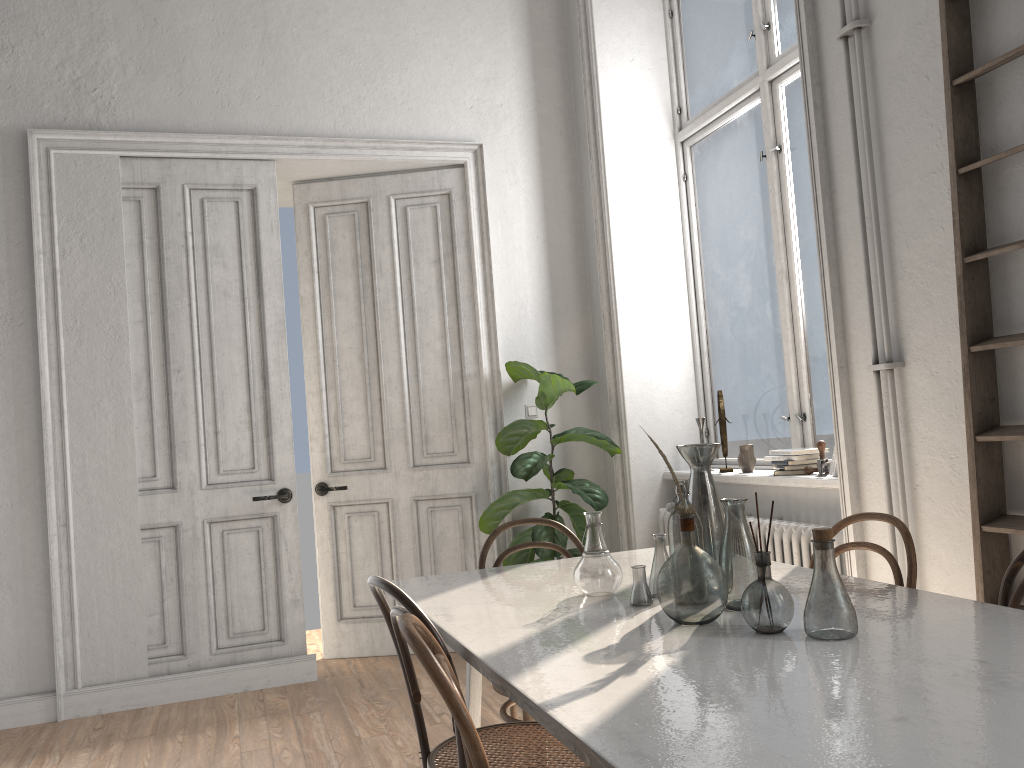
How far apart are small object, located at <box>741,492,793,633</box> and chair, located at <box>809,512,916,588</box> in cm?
74

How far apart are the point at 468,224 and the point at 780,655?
3.89m

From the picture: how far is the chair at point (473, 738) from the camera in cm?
138

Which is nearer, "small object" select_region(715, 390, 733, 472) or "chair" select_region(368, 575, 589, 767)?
"chair" select_region(368, 575, 589, 767)

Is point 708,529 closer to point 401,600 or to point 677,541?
Result: point 677,541

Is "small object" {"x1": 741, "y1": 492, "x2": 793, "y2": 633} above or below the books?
below

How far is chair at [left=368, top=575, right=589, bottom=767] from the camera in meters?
2.0

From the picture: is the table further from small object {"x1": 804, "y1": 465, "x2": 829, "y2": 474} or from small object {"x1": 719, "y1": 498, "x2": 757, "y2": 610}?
small object {"x1": 804, "y1": 465, "x2": 829, "y2": 474}

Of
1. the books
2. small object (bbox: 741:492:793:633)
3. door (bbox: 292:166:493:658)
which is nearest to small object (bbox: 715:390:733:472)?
the books

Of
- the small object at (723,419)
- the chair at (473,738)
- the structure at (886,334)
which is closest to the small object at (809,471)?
the structure at (886,334)
